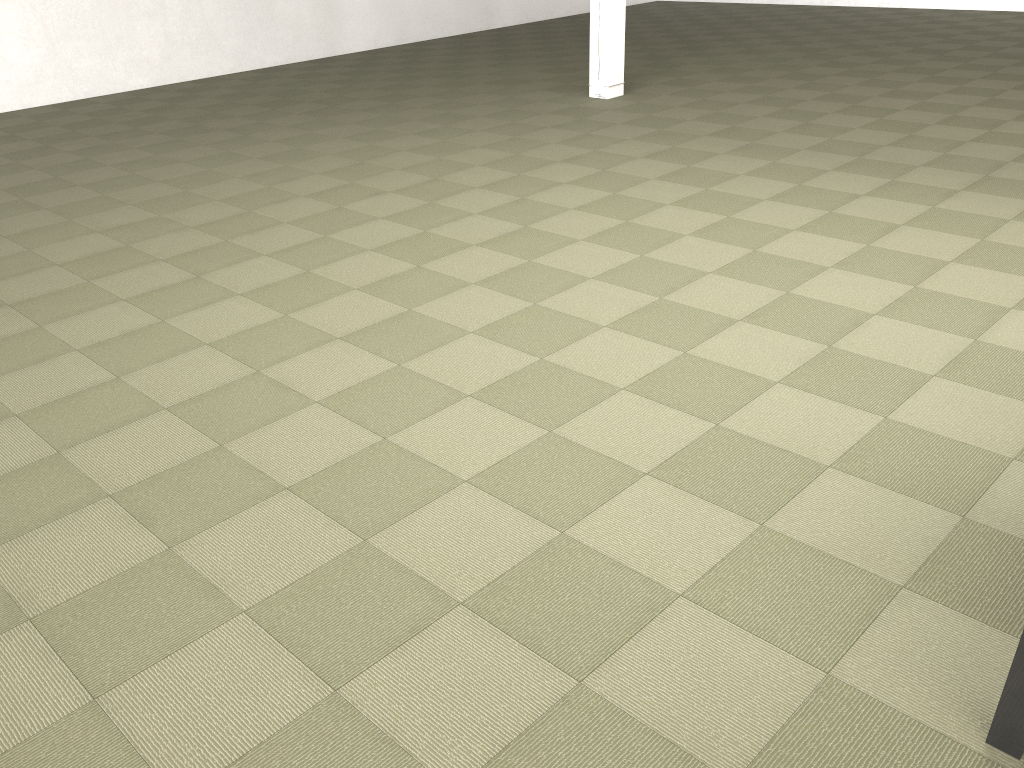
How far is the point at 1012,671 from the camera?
2.0 meters

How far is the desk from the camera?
1.95m

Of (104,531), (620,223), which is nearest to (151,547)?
(104,531)

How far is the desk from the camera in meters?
2.0 m
